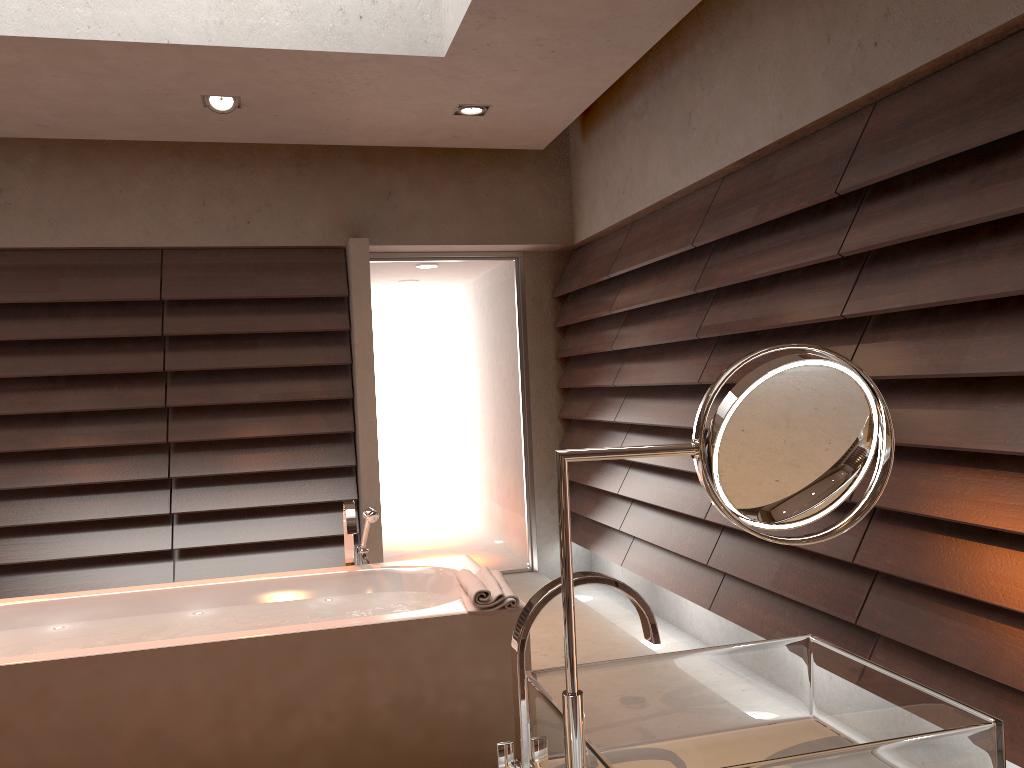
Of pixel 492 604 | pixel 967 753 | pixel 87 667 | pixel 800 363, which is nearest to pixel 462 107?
pixel 492 604

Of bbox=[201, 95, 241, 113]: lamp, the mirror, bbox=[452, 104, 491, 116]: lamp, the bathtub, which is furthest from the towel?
bbox=[201, 95, 241, 113]: lamp

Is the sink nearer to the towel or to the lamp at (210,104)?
the towel

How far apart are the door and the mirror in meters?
4.6

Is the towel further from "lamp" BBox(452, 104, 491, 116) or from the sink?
"lamp" BBox(452, 104, 491, 116)

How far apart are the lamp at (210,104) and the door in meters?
1.5 m

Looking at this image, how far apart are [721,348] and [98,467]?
3.2m

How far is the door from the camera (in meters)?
5.35

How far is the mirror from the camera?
0.8 meters

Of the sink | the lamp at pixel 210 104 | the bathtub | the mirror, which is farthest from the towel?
the lamp at pixel 210 104
